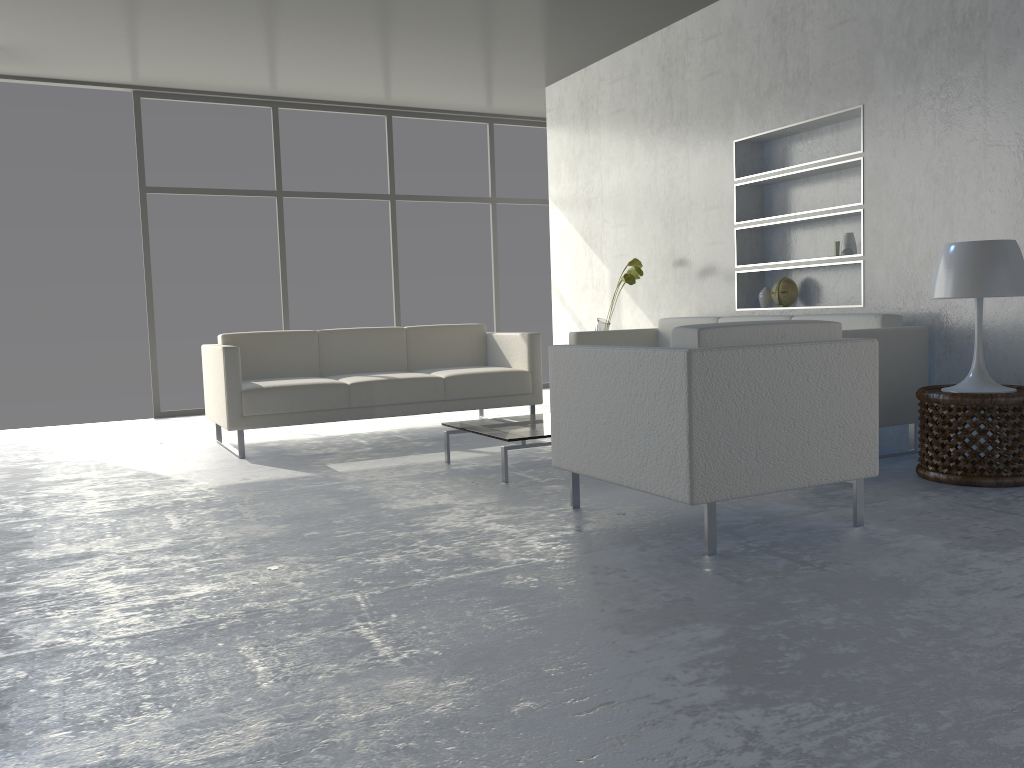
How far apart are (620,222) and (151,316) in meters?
3.6 m

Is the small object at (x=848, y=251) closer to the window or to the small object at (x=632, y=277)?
the small object at (x=632, y=277)

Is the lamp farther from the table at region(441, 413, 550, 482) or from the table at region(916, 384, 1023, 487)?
the table at region(441, 413, 550, 482)

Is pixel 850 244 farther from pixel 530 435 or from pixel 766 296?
pixel 530 435

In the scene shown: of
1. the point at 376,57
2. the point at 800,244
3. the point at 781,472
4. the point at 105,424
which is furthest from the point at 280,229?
the point at 781,472

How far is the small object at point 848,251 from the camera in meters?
4.5 m

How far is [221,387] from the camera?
4.7 meters

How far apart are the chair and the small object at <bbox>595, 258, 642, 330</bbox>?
2.4m

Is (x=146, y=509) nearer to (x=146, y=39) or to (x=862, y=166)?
(x=146, y=39)

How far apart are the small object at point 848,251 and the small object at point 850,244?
0.1m
